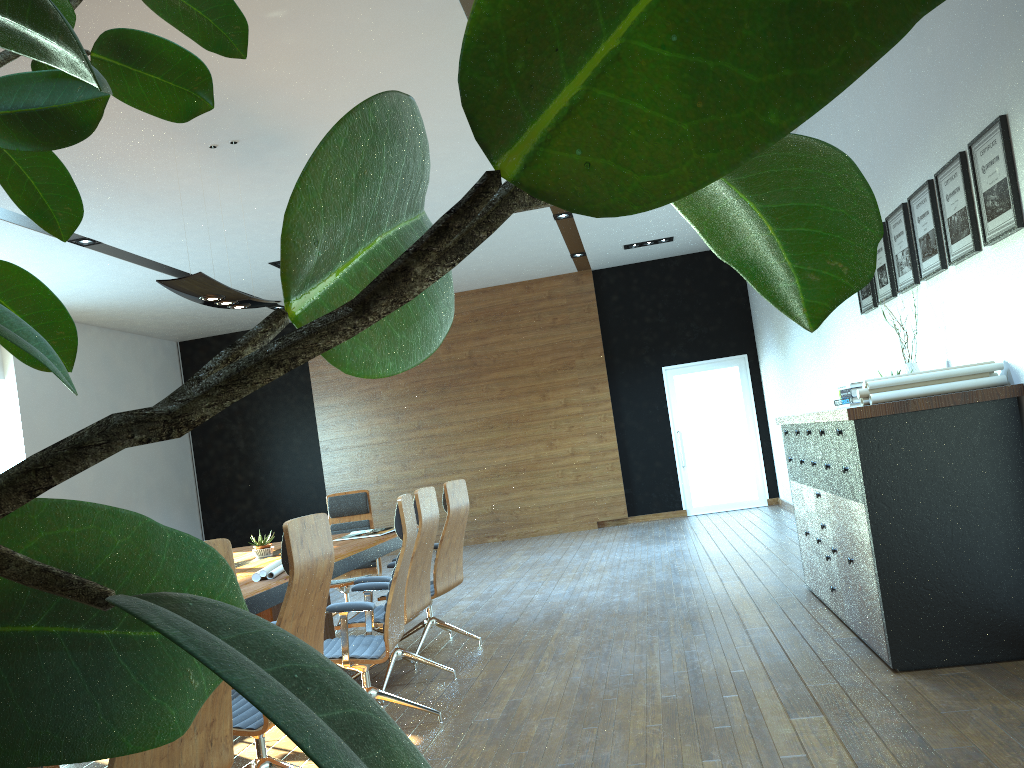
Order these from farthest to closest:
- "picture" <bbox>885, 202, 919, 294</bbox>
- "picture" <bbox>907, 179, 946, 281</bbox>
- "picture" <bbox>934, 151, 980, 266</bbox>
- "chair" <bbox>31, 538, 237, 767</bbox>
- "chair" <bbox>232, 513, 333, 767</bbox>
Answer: "picture" <bbox>885, 202, 919, 294</bbox>, "picture" <bbox>907, 179, 946, 281</bbox>, "picture" <bbox>934, 151, 980, 266</bbox>, "chair" <bbox>232, 513, 333, 767</bbox>, "chair" <bbox>31, 538, 237, 767</bbox>

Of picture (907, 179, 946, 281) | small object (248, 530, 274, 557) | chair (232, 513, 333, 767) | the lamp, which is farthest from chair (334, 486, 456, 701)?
picture (907, 179, 946, 281)

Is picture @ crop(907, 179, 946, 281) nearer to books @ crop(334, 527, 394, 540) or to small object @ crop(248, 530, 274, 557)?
books @ crop(334, 527, 394, 540)

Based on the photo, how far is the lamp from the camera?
5.5m

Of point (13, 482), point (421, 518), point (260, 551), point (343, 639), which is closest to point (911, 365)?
point (421, 518)

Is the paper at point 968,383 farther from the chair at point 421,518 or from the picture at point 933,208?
the chair at point 421,518

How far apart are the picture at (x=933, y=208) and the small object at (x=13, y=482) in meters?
4.2 m

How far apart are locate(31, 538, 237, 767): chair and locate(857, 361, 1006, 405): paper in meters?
3.0

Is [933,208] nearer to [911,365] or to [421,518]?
[911,365]

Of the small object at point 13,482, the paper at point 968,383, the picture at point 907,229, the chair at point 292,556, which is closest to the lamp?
the chair at point 292,556
